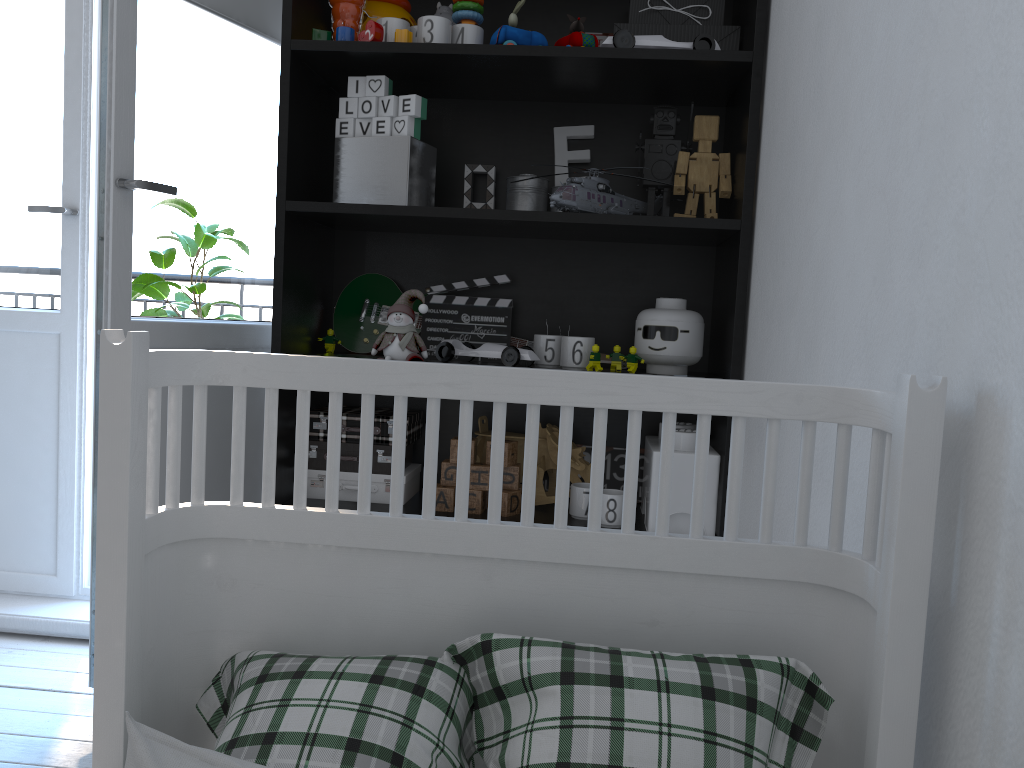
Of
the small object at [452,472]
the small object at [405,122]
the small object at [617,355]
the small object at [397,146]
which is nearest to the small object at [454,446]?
the small object at [452,472]

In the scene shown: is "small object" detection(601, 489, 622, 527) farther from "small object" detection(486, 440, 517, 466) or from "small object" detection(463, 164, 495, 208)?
"small object" detection(463, 164, 495, 208)

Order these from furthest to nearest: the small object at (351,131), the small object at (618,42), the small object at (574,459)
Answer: the small object at (574,459), the small object at (351,131), the small object at (618,42)

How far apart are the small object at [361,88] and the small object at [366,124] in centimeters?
5cm

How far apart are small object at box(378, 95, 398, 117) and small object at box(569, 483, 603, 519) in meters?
0.8

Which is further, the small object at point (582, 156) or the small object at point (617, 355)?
the small object at point (582, 156)

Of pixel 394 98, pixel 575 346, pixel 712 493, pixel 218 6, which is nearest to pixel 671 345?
pixel 575 346

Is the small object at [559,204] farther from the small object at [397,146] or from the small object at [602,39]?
the small object at [602,39]

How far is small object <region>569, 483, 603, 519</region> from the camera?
1.79m

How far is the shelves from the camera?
1.7m
